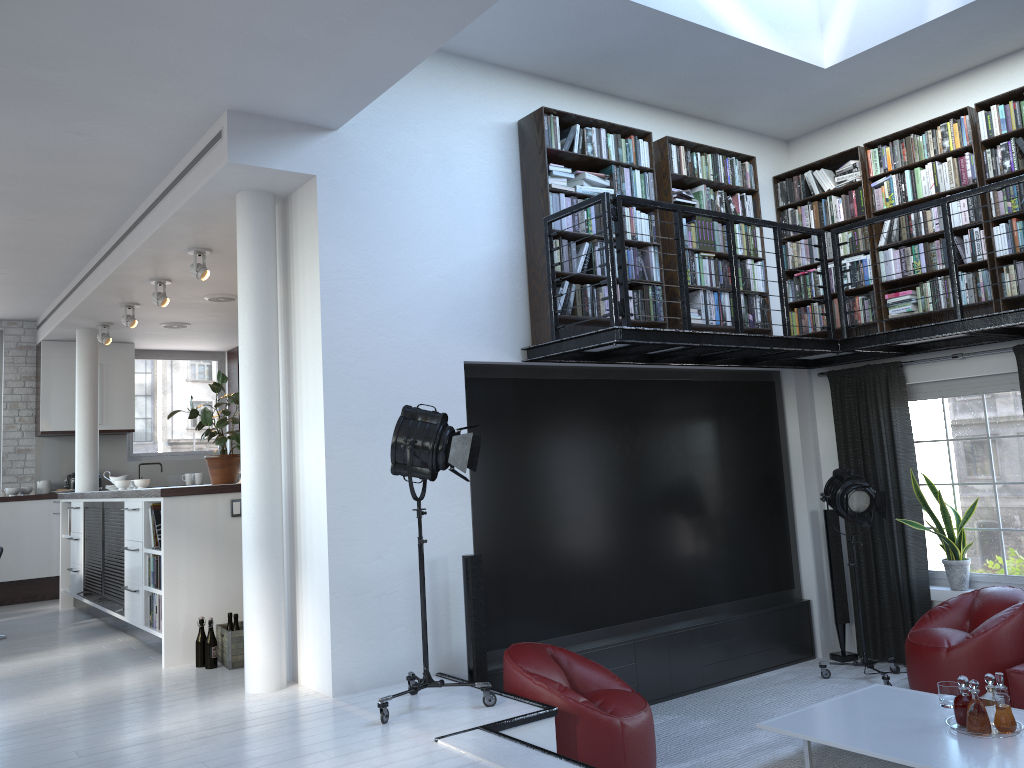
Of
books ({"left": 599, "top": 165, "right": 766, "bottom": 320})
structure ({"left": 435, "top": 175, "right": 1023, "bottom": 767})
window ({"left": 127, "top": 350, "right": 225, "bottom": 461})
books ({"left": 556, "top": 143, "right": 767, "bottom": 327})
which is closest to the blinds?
structure ({"left": 435, "top": 175, "right": 1023, "bottom": 767})

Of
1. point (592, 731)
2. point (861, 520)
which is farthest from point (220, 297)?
point (861, 520)

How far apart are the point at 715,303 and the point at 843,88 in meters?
2.0

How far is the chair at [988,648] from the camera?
5.73m

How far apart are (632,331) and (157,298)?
4.49m

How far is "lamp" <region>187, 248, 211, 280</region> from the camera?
6.7m

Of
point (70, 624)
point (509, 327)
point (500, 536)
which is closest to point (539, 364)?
point (509, 327)

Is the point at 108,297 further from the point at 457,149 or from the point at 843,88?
the point at 843,88

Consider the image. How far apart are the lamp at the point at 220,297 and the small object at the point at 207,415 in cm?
173

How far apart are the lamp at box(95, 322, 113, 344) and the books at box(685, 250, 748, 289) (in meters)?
6.42
